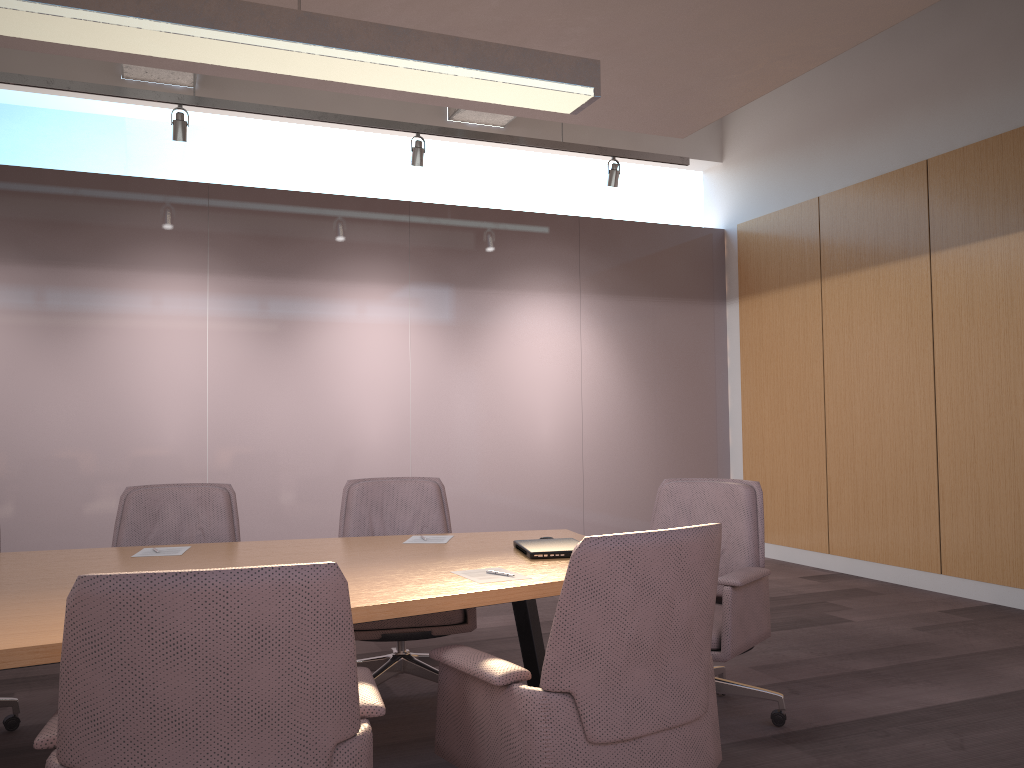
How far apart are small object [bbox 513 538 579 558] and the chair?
0.59m

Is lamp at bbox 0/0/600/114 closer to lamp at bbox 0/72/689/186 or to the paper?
the paper

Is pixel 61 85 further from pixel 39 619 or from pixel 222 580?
pixel 222 580

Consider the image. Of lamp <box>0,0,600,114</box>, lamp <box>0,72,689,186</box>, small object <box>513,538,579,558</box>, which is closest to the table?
small object <box>513,538,579,558</box>

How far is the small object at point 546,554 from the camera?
3.0m

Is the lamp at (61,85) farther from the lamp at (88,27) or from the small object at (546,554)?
the small object at (546,554)

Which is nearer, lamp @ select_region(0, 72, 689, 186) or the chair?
the chair

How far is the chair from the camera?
1.55m

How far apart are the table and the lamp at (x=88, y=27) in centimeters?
165cm

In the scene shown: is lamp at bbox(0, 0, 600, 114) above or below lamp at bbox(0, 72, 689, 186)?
below
